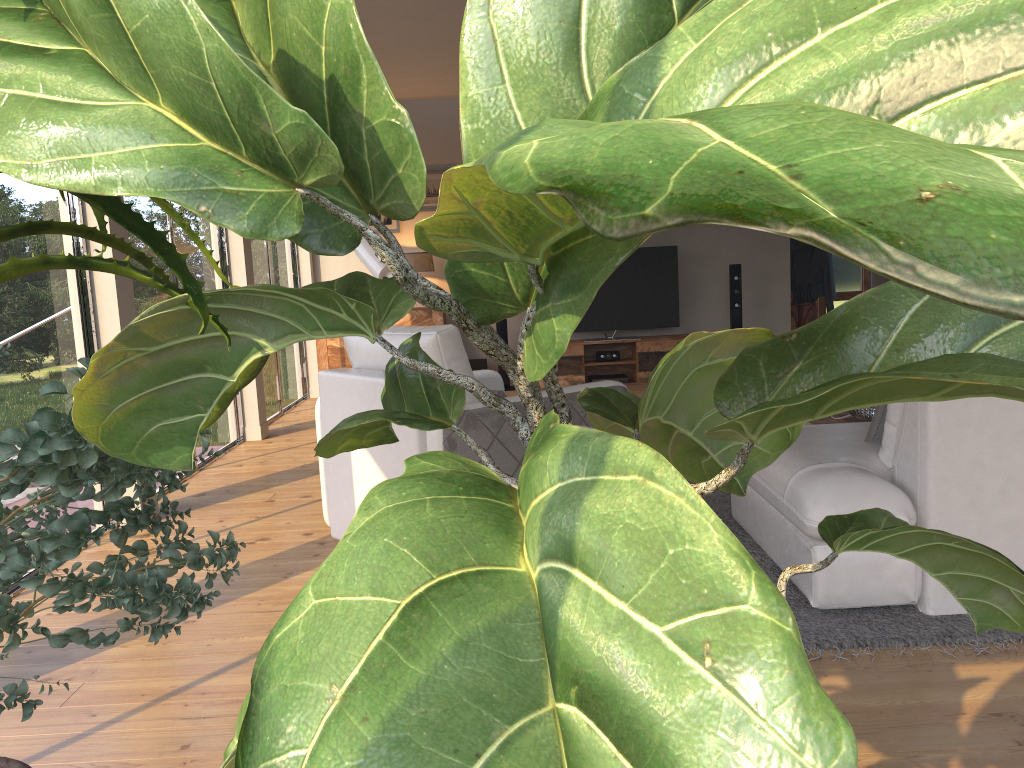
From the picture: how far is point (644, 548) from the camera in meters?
0.4

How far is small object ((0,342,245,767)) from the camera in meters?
1.2 m

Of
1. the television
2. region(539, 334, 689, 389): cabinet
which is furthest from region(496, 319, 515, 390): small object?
the television

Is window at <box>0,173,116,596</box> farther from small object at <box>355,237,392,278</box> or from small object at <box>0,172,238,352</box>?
small object at <box>0,172,238,352</box>

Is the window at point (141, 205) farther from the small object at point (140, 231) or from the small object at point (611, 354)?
the small object at point (140, 231)

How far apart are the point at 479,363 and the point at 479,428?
5.1 meters

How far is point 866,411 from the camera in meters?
4.5

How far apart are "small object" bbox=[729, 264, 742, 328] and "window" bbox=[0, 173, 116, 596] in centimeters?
587cm

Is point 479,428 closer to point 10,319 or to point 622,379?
point 10,319

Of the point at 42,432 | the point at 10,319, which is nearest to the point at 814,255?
the point at 10,319
